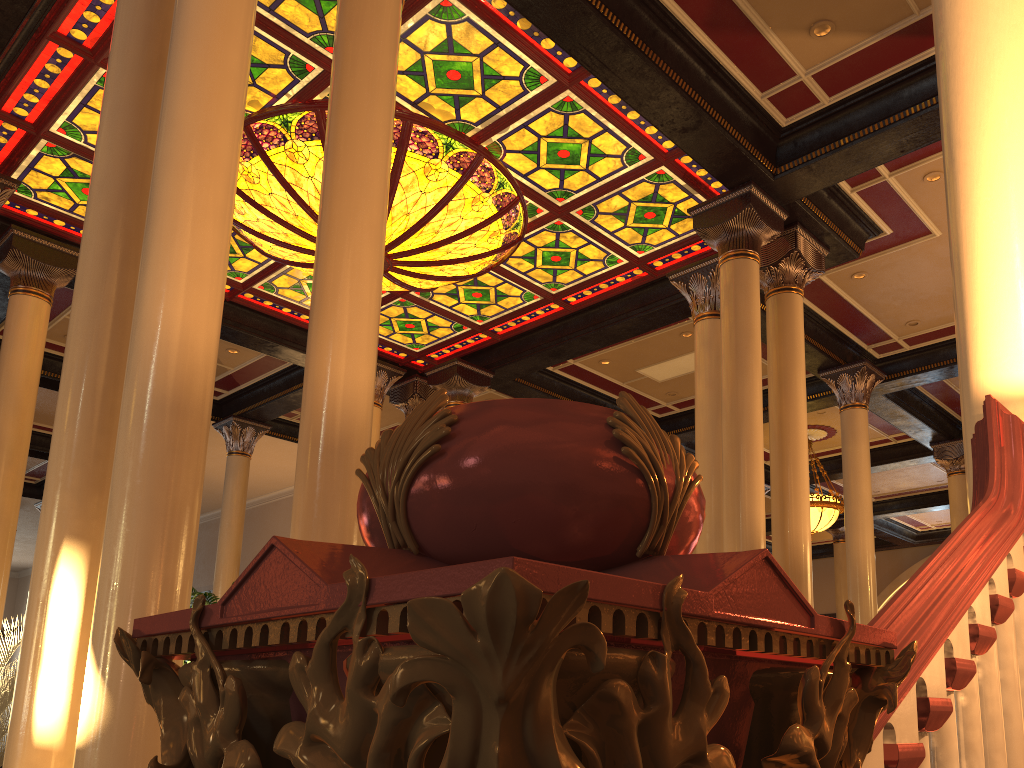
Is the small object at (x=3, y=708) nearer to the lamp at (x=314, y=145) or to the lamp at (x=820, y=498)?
the lamp at (x=314, y=145)

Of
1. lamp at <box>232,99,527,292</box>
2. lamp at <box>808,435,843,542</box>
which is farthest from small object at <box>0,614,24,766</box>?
lamp at <box>808,435,843,542</box>

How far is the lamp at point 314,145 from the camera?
7.63m

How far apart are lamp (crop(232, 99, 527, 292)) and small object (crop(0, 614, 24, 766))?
4.3m

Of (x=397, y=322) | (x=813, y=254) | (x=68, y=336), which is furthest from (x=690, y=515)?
(x=397, y=322)

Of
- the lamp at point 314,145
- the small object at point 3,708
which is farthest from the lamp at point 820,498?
the small object at point 3,708

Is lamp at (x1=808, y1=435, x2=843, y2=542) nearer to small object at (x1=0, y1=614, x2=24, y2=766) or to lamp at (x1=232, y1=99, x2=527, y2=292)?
lamp at (x1=232, y1=99, x2=527, y2=292)

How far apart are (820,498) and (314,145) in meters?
9.8 m

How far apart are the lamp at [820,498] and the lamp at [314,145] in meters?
7.2 m

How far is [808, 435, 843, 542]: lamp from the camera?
13.8 meters
